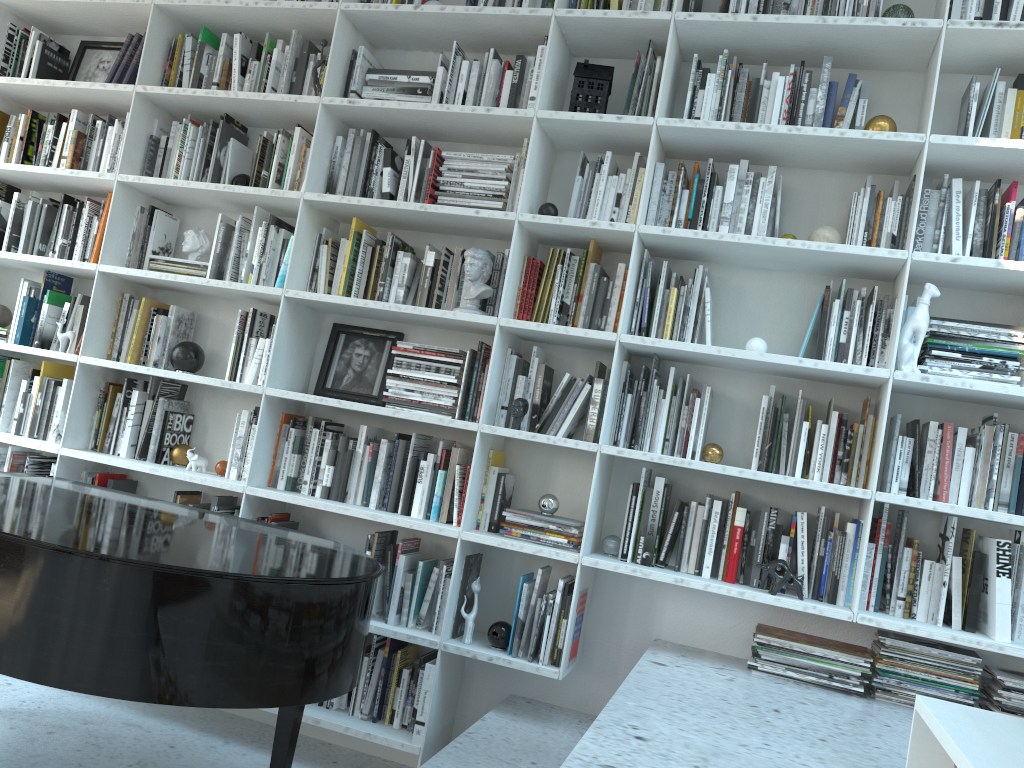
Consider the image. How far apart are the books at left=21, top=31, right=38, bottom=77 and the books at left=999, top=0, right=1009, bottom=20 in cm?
382

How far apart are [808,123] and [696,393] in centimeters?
A: 97cm

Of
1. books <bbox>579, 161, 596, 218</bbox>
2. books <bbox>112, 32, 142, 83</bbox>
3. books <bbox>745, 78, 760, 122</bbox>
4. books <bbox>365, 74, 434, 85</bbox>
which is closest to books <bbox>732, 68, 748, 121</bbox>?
books <bbox>745, 78, 760, 122</bbox>

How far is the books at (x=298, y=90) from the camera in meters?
3.5 m

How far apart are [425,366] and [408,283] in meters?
0.3 m

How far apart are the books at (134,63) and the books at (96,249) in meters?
0.6 m

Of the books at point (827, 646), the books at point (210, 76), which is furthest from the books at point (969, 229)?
the books at point (210, 76)

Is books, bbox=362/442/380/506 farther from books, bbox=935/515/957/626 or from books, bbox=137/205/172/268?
books, bbox=935/515/957/626

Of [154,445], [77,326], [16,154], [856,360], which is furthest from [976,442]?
[16,154]

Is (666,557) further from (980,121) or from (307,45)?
(307,45)
